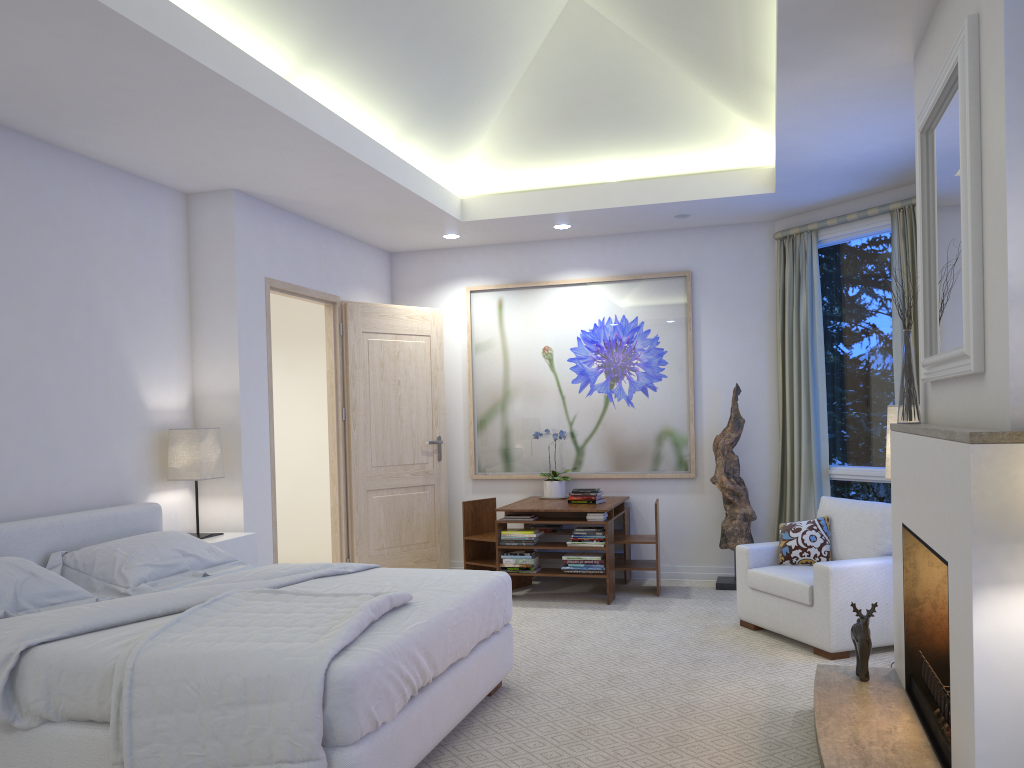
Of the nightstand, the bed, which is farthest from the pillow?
the nightstand

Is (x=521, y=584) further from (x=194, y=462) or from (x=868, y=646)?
(x=868, y=646)

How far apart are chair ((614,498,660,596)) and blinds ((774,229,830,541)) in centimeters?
89cm

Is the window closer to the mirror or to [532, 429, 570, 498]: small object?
[532, 429, 570, 498]: small object

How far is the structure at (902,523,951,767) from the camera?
2.7m

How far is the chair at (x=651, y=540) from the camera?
5.8 meters

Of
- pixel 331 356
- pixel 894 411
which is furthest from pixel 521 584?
pixel 894 411

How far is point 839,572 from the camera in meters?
4.2 m

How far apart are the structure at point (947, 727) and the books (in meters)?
2.57

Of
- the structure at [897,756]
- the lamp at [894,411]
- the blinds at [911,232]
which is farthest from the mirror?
the blinds at [911,232]
